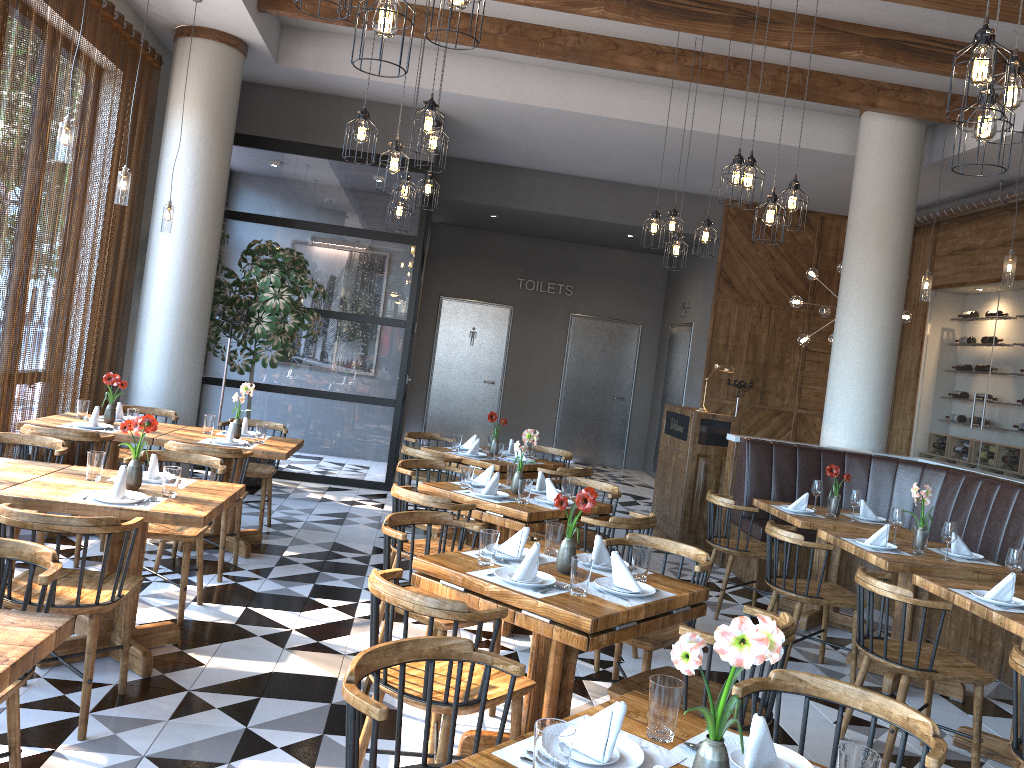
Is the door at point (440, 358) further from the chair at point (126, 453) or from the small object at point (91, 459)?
the small object at point (91, 459)

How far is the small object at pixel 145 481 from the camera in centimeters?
425cm

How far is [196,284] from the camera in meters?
7.7 m

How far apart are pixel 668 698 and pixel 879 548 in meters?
3.5 m

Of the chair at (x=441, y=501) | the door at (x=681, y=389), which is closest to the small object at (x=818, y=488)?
the chair at (x=441, y=501)

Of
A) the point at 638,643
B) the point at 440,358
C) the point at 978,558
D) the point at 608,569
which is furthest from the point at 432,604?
the point at 440,358

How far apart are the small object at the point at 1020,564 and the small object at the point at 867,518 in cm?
192

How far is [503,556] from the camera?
3.6m

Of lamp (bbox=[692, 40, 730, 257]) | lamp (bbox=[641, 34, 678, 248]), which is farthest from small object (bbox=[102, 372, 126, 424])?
lamp (bbox=[692, 40, 730, 257])

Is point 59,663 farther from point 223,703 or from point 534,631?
point 534,631
